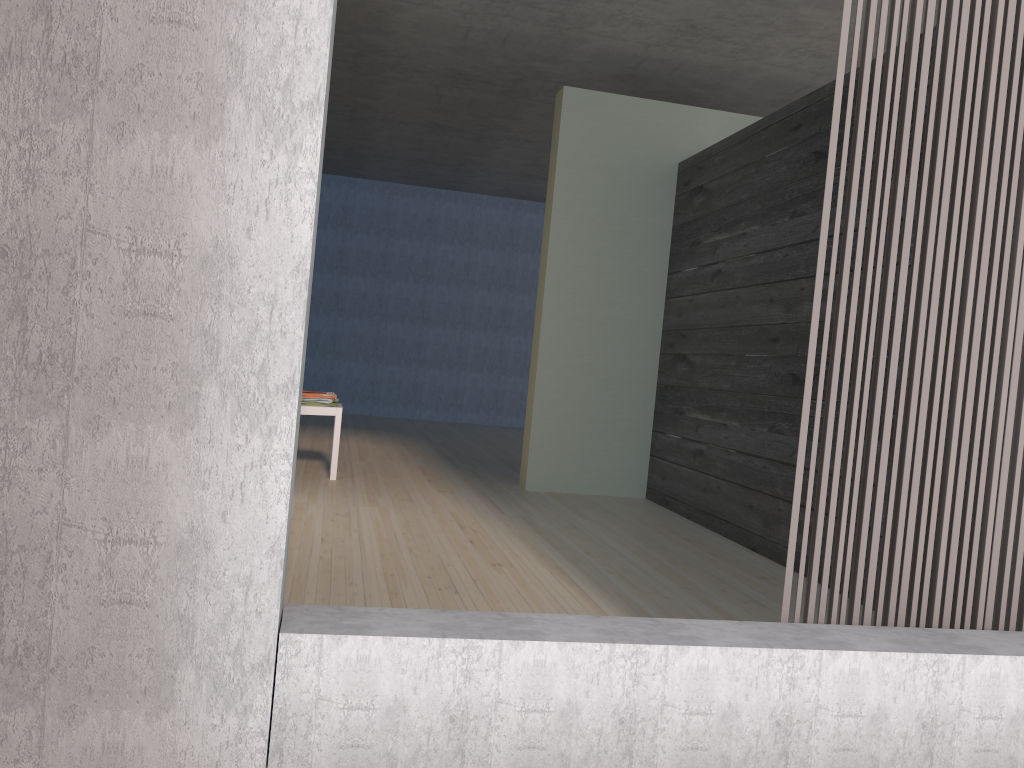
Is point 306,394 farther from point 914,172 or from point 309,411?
point 914,172

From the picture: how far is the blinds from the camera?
2.03m

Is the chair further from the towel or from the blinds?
the blinds

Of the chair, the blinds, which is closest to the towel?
the chair

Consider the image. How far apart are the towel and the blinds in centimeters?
366cm

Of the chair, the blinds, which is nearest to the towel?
the chair

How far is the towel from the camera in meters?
5.2

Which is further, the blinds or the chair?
the chair

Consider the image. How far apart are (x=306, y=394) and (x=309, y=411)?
0.1 meters

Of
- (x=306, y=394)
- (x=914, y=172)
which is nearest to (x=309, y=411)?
(x=306, y=394)
